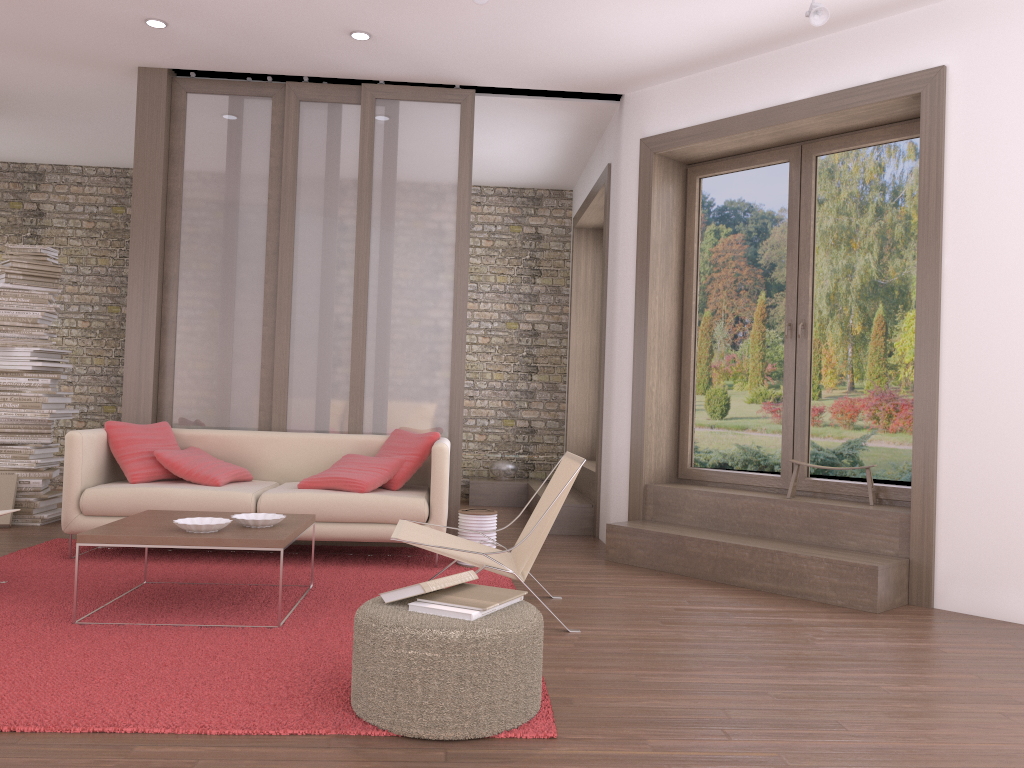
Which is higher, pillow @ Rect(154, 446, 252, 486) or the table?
pillow @ Rect(154, 446, 252, 486)

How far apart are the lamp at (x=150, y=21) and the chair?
3.4m

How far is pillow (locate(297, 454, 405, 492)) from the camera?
5.2m

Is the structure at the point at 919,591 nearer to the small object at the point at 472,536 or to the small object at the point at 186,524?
the small object at the point at 472,536

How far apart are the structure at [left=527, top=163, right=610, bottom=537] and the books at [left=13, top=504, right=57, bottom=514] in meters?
3.8 m

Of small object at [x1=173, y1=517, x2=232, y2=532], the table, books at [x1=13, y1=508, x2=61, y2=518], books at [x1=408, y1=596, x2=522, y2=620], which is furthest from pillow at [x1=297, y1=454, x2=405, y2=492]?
books at [x1=408, y1=596, x2=522, y2=620]

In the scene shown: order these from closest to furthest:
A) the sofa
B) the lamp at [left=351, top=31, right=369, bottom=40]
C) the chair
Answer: the chair → the sofa → the lamp at [left=351, top=31, right=369, bottom=40]

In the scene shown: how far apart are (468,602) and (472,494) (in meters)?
5.87

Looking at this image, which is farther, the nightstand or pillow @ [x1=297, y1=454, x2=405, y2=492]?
the nightstand

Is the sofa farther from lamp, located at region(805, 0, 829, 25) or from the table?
lamp, located at region(805, 0, 829, 25)
